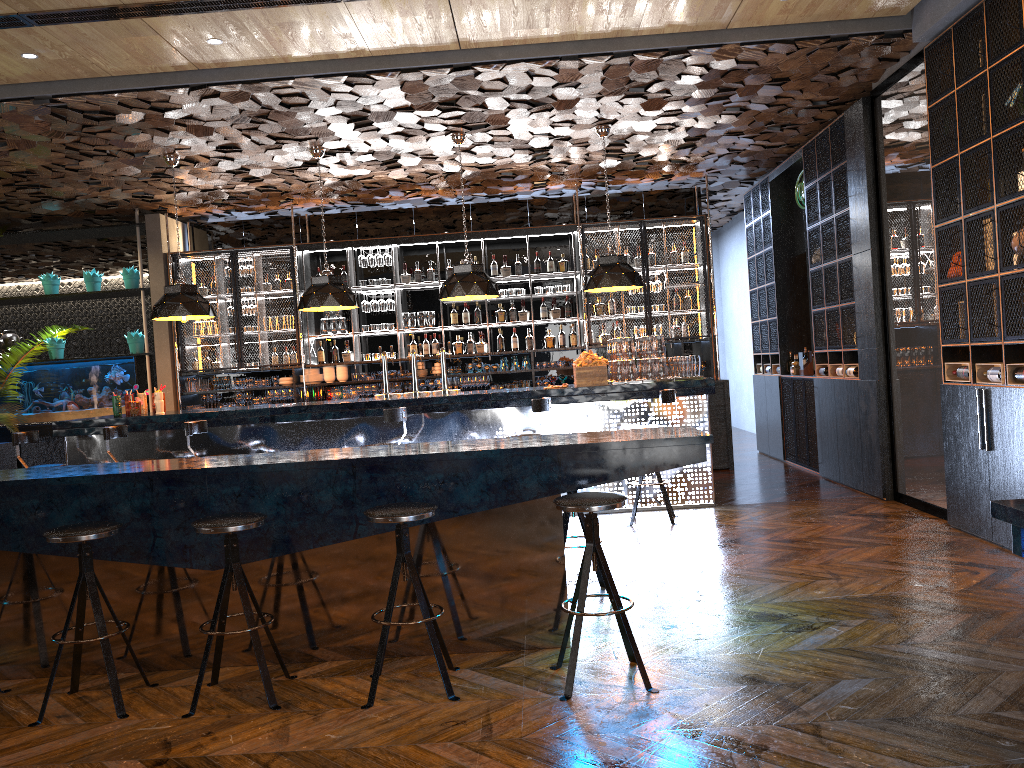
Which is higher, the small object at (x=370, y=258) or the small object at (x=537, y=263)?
the small object at (x=370, y=258)

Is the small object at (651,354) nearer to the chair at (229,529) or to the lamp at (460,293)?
the lamp at (460,293)

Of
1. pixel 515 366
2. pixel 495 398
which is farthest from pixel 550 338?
pixel 495 398

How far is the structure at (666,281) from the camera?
10.9m

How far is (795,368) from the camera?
10.33m

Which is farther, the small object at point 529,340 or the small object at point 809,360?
the small object at point 529,340

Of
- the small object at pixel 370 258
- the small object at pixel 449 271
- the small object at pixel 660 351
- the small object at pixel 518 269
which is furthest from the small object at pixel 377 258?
the small object at pixel 660 351

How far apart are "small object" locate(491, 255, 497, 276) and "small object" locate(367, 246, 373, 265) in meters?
1.6 m

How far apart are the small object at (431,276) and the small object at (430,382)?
1.33m

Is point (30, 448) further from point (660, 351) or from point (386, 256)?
point (660, 351)
